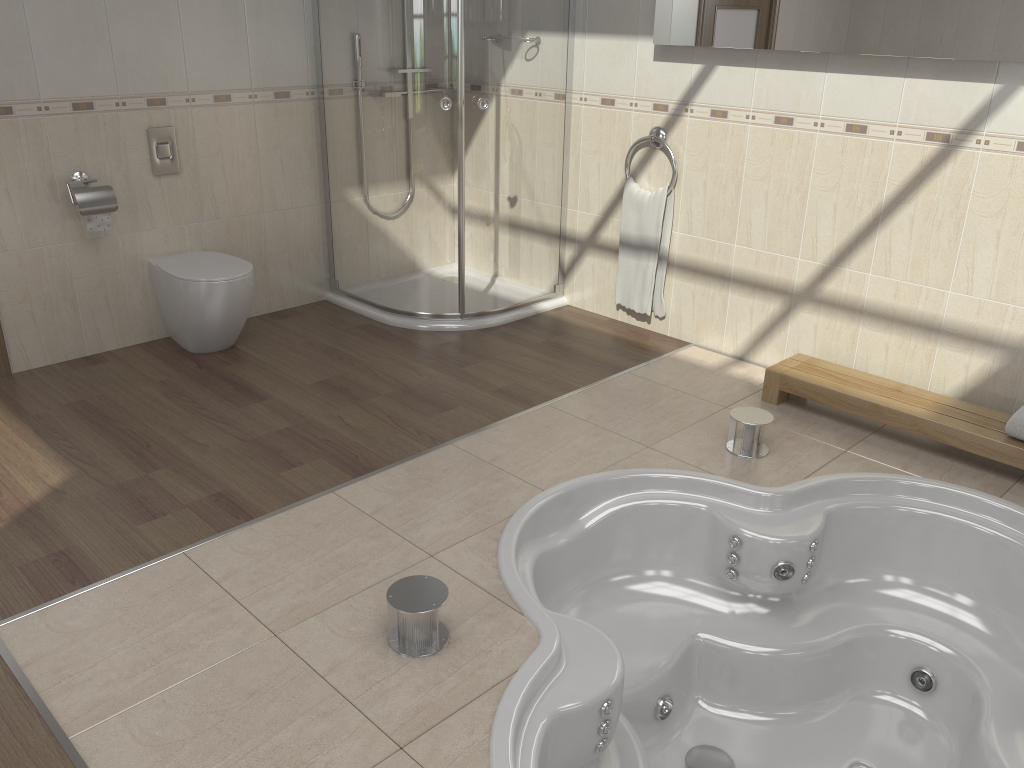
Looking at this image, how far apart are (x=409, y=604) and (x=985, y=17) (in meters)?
2.58

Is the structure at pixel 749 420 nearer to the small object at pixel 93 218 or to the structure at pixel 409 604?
the structure at pixel 409 604

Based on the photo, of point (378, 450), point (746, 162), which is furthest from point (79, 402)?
point (746, 162)

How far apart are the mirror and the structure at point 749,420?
1.3 meters

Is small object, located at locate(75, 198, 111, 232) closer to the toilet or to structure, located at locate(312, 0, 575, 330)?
the toilet

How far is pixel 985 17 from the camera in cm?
287

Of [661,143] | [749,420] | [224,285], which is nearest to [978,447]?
[749,420]

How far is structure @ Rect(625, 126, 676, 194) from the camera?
3.93m

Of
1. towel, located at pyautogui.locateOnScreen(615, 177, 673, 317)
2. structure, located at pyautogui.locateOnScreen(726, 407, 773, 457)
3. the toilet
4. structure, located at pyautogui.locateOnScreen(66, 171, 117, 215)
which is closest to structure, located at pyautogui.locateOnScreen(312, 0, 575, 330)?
towel, located at pyautogui.locateOnScreen(615, 177, 673, 317)

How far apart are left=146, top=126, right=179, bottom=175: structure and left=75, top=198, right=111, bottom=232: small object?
0.3m
